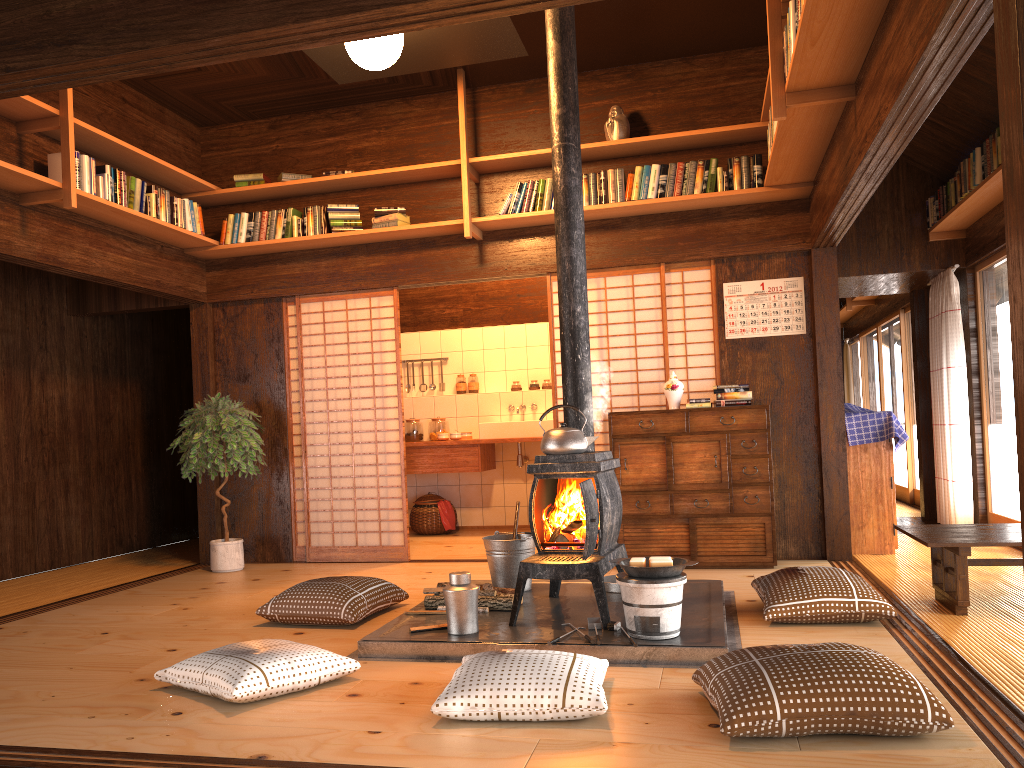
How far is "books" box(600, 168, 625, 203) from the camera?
5.9m

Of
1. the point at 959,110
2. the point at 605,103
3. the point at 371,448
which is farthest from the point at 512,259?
the point at 371,448

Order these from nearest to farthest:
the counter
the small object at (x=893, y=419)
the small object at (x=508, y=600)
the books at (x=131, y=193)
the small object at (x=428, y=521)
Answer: the small object at (x=508, y=600) → the books at (x=131, y=193) → the small object at (x=893, y=419) → the counter → the small object at (x=428, y=521)

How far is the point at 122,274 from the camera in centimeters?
586cm

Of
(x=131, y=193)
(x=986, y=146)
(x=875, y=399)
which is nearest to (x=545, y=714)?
(x=131, y=193)

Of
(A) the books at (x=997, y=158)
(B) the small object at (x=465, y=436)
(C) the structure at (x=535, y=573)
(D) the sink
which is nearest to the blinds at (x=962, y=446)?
(A) the books at (x=997, y=158)

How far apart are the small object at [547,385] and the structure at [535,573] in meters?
4.2 m

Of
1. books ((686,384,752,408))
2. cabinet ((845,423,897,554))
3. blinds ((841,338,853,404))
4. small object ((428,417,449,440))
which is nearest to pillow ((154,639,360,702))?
books ((686,384,752,408))

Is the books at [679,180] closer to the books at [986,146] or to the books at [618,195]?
the books at [618,195]

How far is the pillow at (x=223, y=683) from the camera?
3.0 meters
